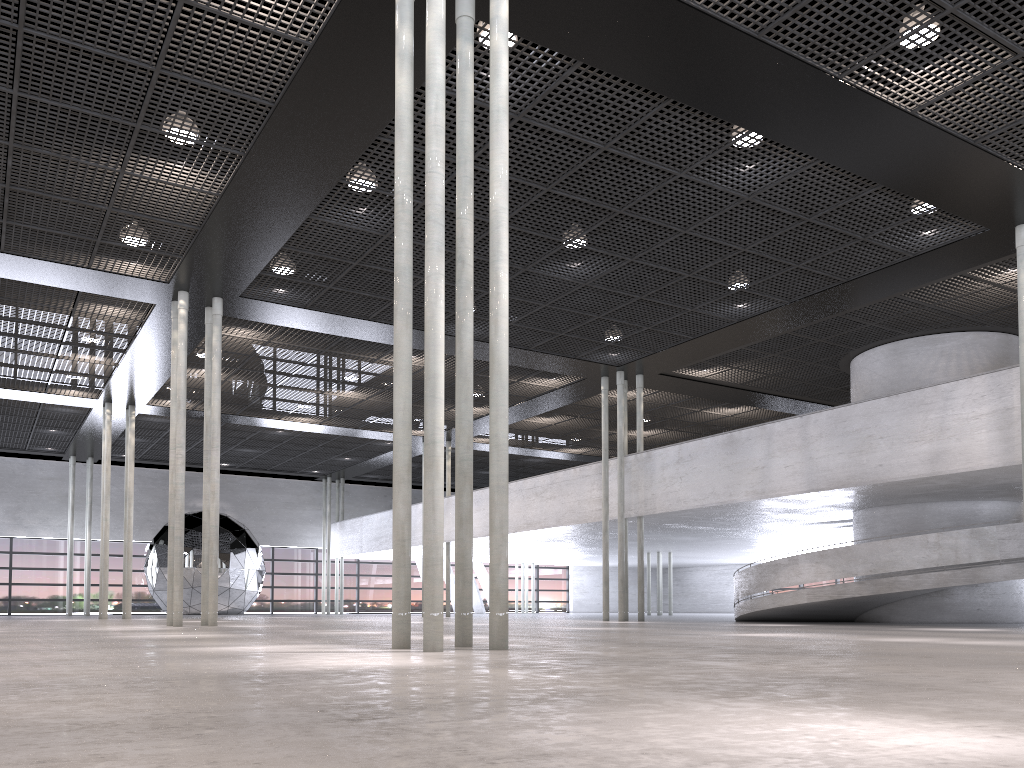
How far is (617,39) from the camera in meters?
9.5 m

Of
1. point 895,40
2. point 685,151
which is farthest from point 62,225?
point 895,40
